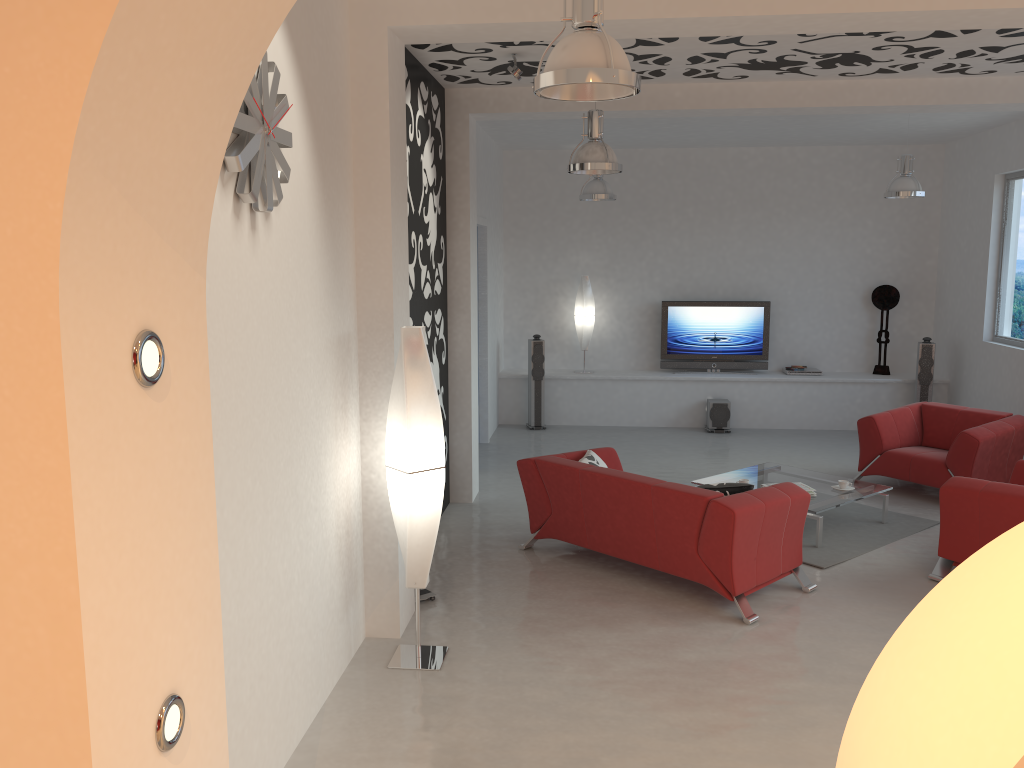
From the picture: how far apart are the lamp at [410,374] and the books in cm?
342

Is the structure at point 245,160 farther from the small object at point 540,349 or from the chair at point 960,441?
the small object at point 540,349

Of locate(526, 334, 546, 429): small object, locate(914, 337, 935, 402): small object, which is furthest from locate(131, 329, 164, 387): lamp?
locate(914, 337, 935, 402): small object

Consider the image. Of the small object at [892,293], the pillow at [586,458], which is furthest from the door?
the small object at [892,293]

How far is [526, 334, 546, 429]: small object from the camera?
10.9m

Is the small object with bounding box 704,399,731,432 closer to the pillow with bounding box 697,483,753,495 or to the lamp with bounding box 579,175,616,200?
the lamp with bounding box 579,175,616,200

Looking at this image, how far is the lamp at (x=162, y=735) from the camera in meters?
1.6

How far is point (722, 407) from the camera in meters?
10.8 m

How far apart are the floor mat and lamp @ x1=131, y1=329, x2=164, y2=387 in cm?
545

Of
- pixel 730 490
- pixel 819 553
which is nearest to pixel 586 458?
pixel 730 490
